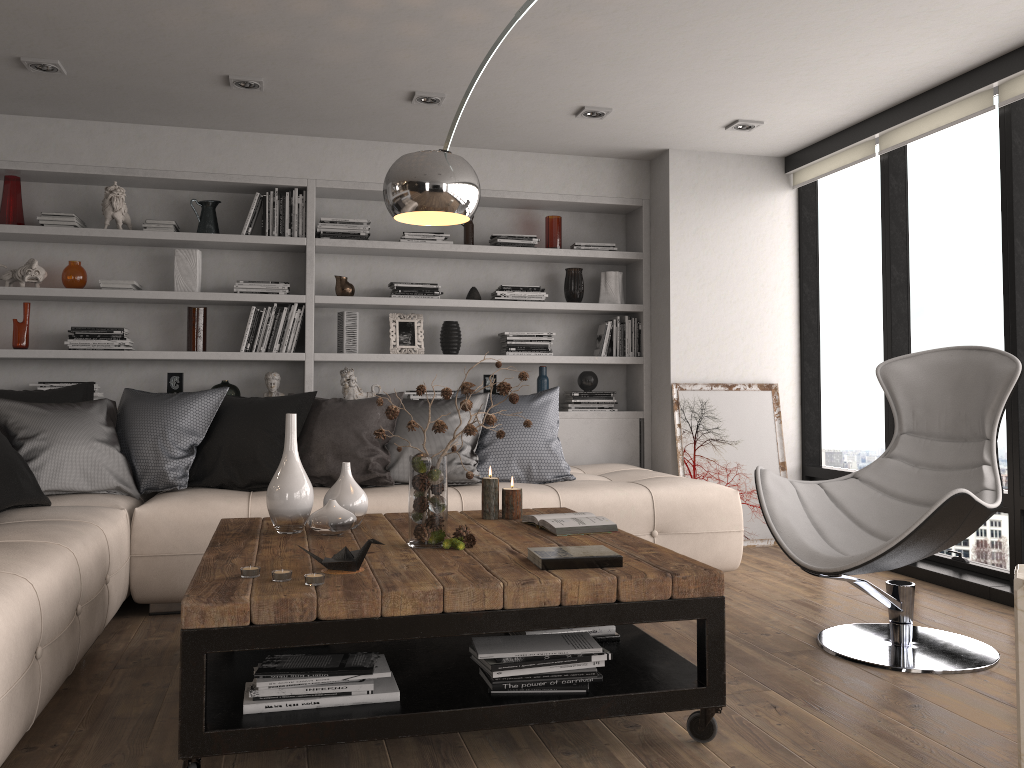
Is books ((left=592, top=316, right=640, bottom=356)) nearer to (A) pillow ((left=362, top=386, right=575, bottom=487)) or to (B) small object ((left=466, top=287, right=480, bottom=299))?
(B) small object ((left=466, top=287, right=480, bottom=299))

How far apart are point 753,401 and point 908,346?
1.0m

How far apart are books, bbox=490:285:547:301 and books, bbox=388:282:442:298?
0.4m

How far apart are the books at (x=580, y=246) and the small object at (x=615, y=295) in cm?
17

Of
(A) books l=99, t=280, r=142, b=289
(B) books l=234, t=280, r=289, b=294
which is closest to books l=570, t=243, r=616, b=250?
(B) books l=234, t=280, r=289, b=294

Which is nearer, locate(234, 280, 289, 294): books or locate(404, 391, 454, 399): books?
locate(234, 280, 289, 294): books

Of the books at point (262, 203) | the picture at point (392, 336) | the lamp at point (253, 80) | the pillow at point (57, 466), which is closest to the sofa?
the pillow at point (57, 466)

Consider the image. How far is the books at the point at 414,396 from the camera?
5.4 meters

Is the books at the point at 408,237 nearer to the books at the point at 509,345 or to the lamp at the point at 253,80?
the books at the point at 509,345

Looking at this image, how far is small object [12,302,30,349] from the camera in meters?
4.8
